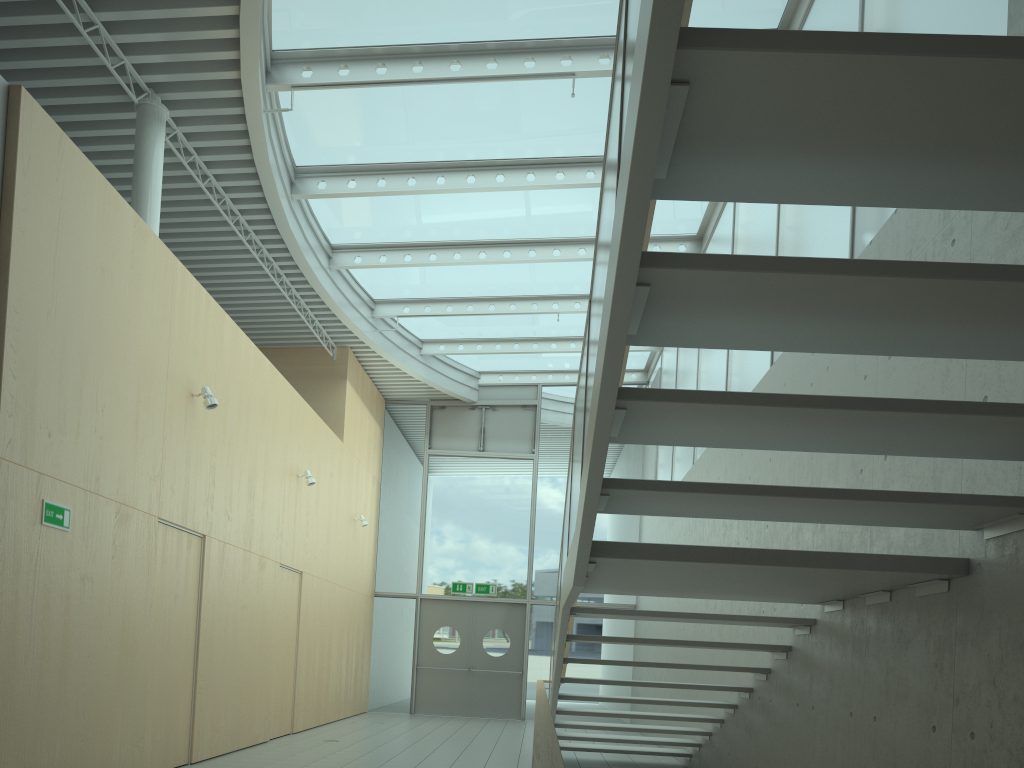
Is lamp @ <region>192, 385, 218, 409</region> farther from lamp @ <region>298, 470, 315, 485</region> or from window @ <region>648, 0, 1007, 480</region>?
window @ <region>648, 0, 1007, 480</region>

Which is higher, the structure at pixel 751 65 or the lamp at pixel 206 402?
the lamp at pixel 206 402

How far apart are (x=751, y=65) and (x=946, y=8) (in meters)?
3.46

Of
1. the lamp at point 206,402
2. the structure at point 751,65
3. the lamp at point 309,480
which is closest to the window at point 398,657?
the lamp at point 309,480

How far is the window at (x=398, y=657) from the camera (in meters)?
14.64

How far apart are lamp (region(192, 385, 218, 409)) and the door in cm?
845

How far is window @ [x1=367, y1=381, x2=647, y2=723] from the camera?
14.6 meters

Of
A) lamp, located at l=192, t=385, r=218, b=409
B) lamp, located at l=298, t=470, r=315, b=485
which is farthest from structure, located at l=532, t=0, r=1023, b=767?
lamp, located at l=298, t=470, r=315, b=485

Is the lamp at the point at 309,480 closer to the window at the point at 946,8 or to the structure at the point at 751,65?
the structure at the point at 751,65

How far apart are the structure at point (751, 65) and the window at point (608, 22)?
3.95m
